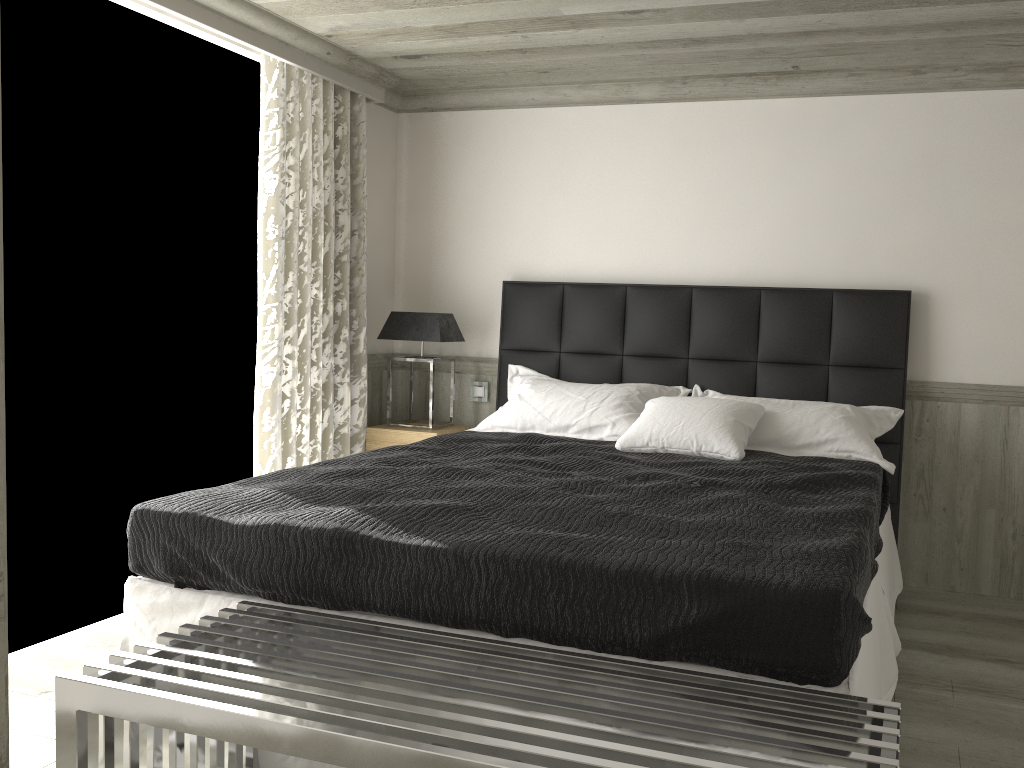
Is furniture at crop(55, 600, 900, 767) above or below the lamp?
below

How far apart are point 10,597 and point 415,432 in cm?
224

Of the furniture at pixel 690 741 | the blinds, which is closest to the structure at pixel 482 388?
the blinds

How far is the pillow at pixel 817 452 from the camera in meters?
4.1

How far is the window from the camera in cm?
371

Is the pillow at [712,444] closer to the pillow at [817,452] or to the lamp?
the pillow at [817,452]

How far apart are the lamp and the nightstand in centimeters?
8cm

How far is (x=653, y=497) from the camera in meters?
3.0

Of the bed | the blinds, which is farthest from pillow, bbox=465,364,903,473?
the blinds

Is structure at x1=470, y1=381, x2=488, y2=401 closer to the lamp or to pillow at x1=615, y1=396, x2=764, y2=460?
the lamp
